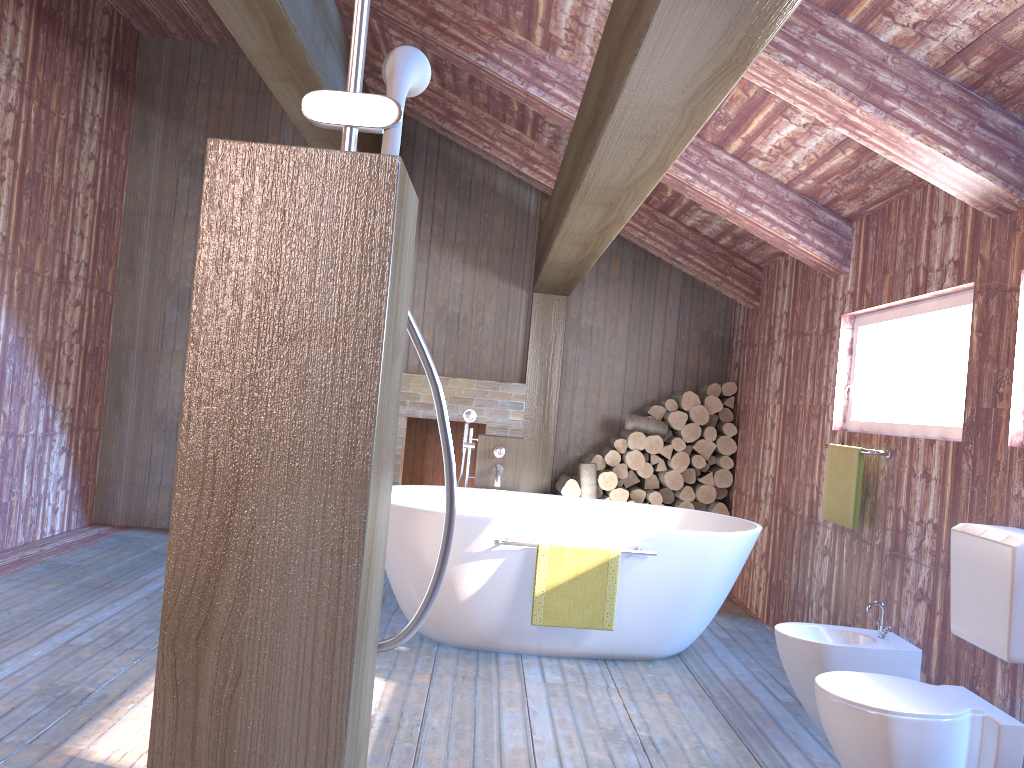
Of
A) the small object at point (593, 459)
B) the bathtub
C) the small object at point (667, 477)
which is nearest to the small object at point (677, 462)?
the small object at point (667, 477)

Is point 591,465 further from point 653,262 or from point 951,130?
point 951,130

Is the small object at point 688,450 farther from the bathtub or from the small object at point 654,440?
the bathtub

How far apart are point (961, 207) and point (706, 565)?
1.84m

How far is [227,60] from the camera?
6.6m

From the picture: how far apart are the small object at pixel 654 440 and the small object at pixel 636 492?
0.3m

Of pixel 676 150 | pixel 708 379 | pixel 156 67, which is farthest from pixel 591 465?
pixel 156 67

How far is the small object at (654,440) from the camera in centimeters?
617cm

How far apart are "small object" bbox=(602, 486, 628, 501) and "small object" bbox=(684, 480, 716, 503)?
A: 0.50m

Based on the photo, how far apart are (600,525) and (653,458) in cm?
240
